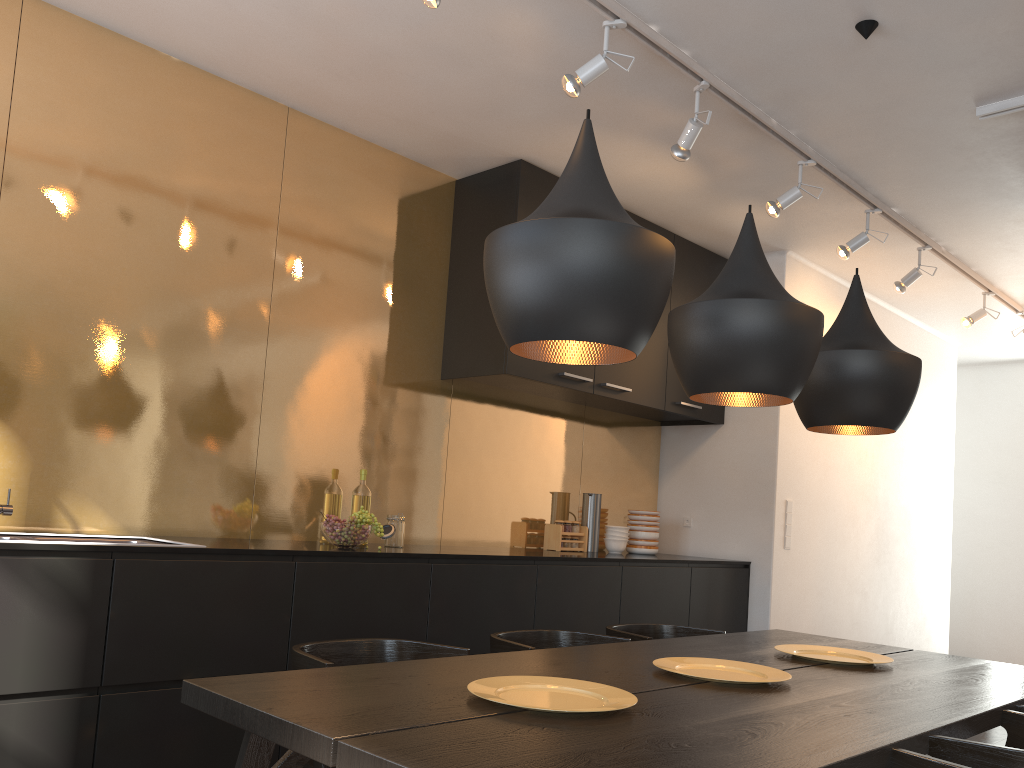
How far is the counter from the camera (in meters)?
3.20

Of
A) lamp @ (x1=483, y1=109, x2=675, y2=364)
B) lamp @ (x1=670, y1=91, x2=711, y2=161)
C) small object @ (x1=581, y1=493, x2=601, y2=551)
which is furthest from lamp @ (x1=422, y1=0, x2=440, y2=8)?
small object @ (x1=581, y1=493, x2=601, y2=551)

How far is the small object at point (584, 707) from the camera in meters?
1.8

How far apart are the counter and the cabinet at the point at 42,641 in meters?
0.2 m

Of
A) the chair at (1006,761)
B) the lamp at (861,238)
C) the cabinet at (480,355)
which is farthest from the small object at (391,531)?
the lamp at (861,238)

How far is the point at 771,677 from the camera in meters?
2.2 m

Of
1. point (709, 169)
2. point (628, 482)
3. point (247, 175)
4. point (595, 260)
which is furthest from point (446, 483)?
point (595, 260)

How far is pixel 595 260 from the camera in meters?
1.7 m

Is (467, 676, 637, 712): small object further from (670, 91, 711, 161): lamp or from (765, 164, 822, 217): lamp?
(765, 164, 822, 217): lamp

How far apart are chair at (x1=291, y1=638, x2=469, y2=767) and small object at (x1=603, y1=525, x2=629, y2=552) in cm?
272
